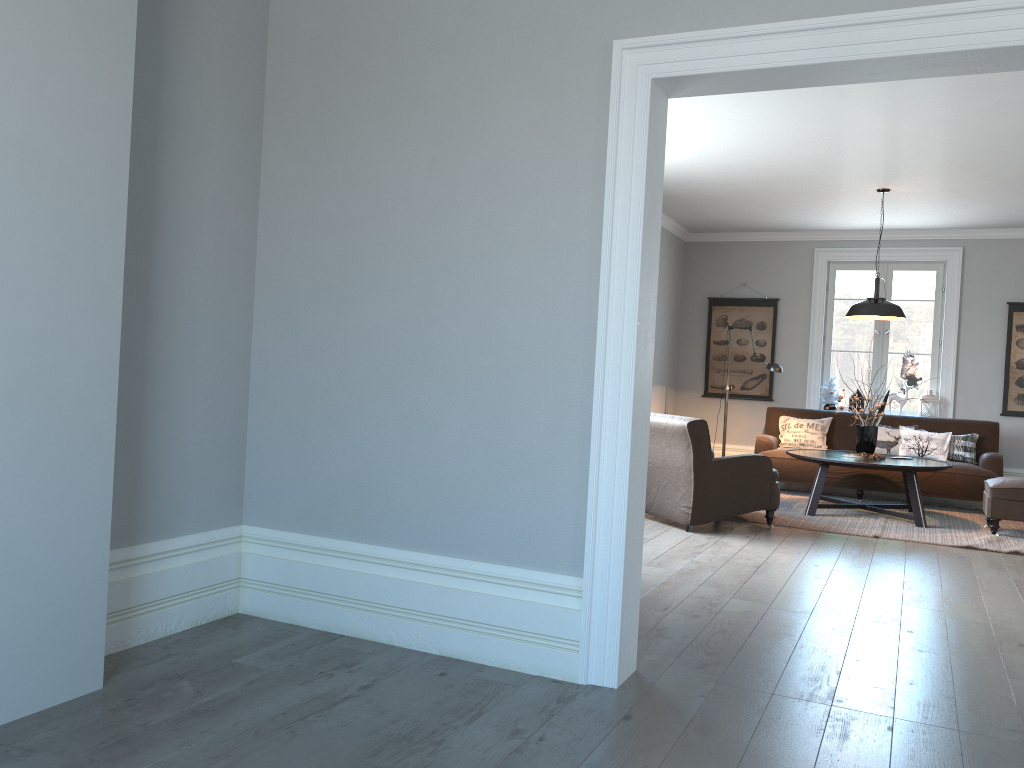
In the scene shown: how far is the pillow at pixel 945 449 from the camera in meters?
8.3

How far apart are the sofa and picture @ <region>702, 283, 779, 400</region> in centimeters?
56cm

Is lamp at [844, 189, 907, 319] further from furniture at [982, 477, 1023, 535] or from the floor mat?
the floor mat

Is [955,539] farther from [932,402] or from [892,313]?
[932,402]

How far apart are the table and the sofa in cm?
32

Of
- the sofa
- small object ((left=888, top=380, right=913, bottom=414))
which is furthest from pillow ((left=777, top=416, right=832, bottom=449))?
small object ((left=888, top=380, right=913, bottom=414))

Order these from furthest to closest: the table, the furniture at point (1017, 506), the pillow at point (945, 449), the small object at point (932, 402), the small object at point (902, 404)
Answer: the small object at point (902, 404)
the small object at point (932, 402)
the pillow at point (945, 449)
the table
the furniture at point (1017, 506)

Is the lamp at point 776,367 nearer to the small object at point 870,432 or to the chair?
the small object at point 870,432

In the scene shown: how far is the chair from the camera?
6.15m

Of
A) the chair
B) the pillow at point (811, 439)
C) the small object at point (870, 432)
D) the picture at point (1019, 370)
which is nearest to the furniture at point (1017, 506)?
the small object at point (870, 432)
